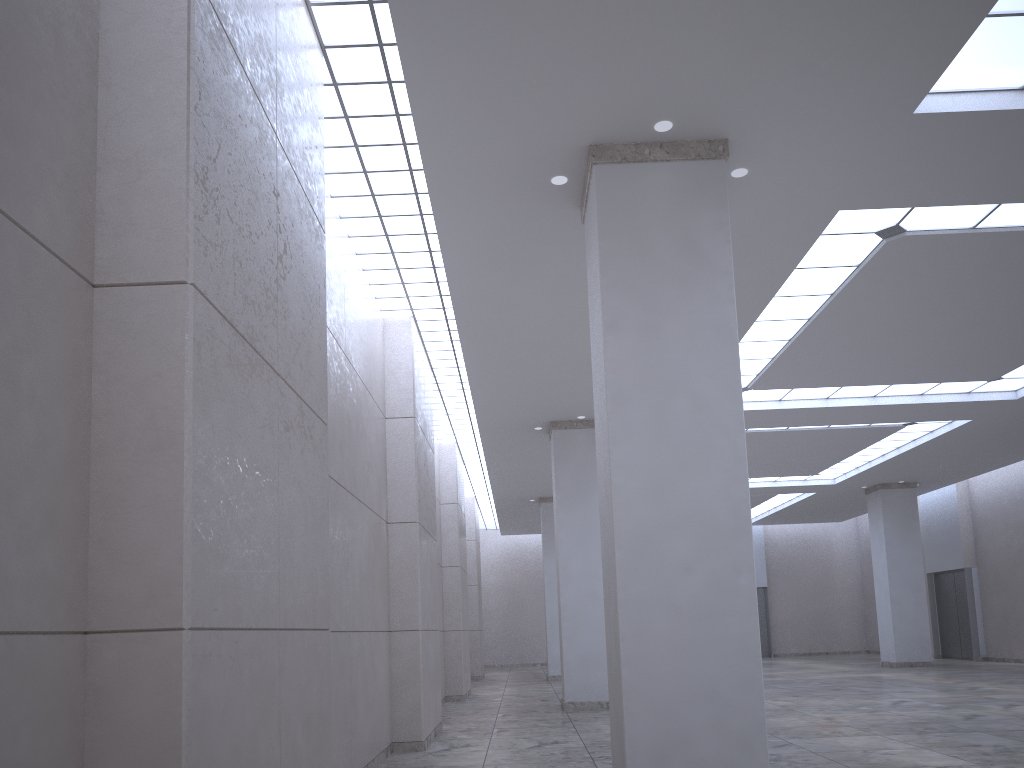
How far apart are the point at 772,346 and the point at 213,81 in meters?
33.9
